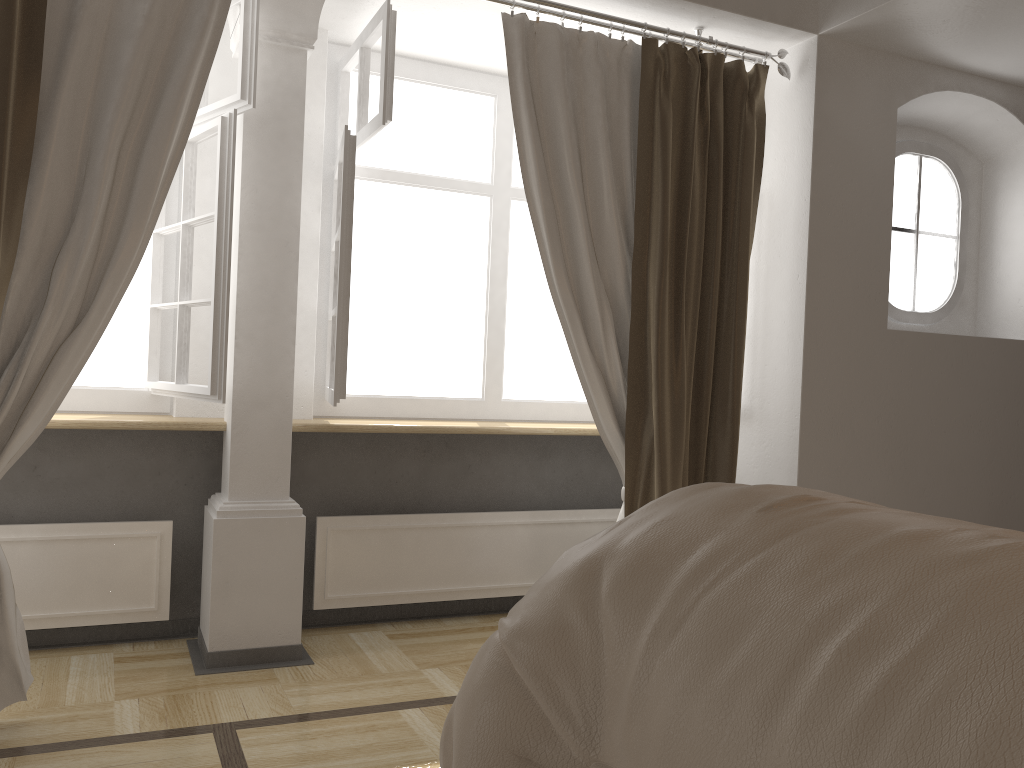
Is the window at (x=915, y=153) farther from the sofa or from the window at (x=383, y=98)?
the sofa

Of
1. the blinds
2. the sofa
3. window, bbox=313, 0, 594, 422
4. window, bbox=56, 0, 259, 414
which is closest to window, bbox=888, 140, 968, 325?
the blinds

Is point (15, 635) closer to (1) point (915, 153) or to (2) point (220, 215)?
(2) point (220, 215)

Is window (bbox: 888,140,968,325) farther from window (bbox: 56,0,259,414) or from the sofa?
the sofa

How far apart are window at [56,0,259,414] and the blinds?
0.19m

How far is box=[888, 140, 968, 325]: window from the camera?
3.8 meters

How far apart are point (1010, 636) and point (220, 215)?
2.61m

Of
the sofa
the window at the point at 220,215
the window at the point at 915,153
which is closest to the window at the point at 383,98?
the window at the point at 220,215

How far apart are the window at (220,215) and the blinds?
0.19m

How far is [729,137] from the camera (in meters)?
3.25
